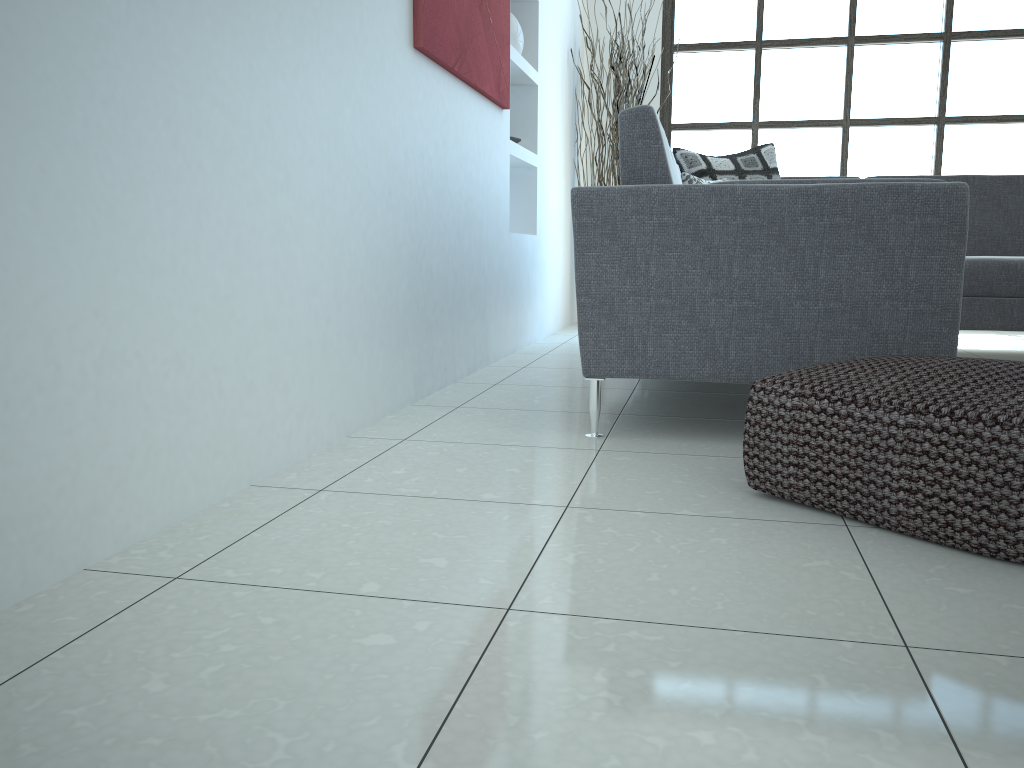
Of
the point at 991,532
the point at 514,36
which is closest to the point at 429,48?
the point at 514,36

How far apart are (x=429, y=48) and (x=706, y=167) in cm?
193

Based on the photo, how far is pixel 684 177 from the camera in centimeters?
397cm

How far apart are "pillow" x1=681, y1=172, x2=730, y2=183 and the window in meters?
2.4 m

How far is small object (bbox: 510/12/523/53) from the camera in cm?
428

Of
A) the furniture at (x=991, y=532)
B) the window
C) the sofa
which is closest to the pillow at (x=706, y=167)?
the sofa

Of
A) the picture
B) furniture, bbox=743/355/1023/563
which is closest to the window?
the picture

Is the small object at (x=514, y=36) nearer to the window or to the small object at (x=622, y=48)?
the small object at (x=622, y=48)

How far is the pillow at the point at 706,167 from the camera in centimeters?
428cm

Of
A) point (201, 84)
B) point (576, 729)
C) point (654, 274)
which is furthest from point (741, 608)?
point (201, 84)
